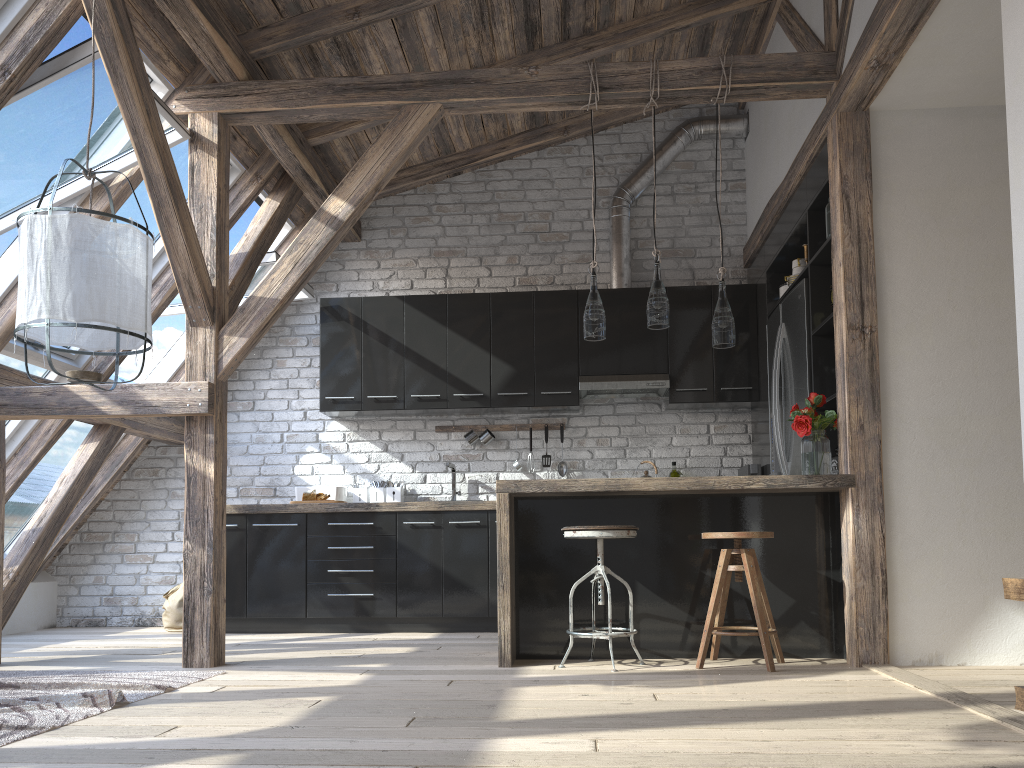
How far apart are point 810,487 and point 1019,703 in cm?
208

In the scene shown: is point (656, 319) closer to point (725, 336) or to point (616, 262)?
point (725, 336)

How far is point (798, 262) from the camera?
5.1m

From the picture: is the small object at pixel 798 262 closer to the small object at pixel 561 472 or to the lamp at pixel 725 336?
the lamp at pixel 725 336

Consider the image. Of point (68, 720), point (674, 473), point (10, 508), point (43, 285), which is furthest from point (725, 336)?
point (10, 508)

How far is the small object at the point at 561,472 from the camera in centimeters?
615cm

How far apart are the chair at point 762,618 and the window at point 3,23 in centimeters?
355cm

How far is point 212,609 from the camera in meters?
4.0 m

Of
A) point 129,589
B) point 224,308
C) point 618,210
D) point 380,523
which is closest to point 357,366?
point 380,523

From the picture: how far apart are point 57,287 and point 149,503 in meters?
4.1 m
